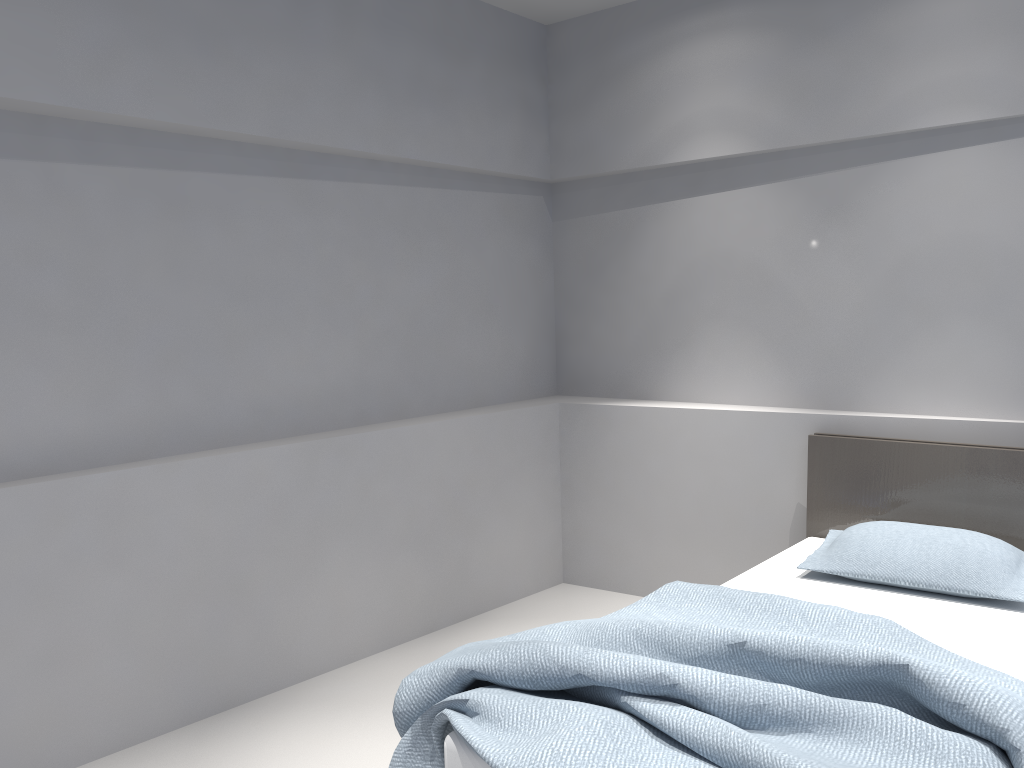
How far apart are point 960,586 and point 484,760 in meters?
1.7

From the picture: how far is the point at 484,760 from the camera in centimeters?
178cm

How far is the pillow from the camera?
2.73m

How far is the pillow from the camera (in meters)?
2.73

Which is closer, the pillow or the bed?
the bed

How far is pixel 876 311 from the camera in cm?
357

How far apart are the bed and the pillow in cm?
3

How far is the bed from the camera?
1.78m

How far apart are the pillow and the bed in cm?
3
